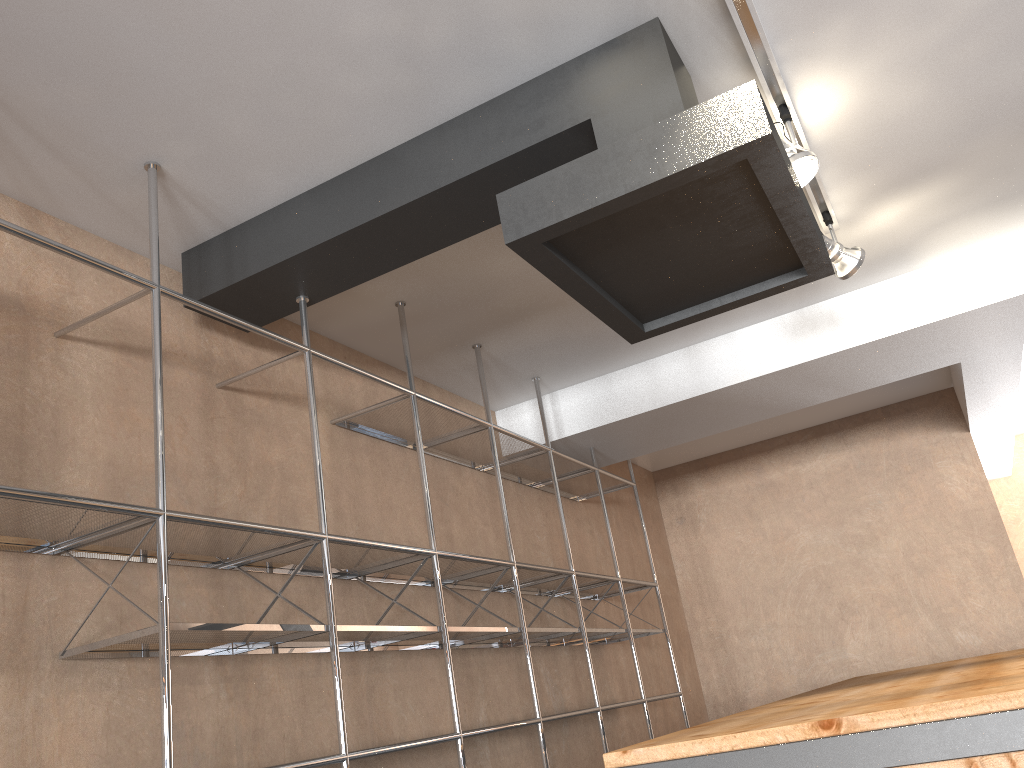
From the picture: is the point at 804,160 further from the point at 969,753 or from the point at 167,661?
the point at 167,661

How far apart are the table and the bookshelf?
0.9m

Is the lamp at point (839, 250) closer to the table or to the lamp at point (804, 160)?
the lamp at point (804, 160)

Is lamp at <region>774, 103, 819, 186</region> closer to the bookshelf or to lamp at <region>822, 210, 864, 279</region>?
lamp at <region>822, 210, 864, 279</region>

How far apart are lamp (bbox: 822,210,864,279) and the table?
1.31m

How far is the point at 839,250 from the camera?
3.04m

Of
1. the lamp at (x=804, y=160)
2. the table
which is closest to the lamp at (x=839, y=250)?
the lamp at (x=804, y=160)

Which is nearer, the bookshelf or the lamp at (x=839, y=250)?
the bookshelf

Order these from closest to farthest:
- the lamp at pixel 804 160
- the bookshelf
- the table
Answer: the table → the bookshelf → the lamp at pixel 804 160

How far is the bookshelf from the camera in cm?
186
